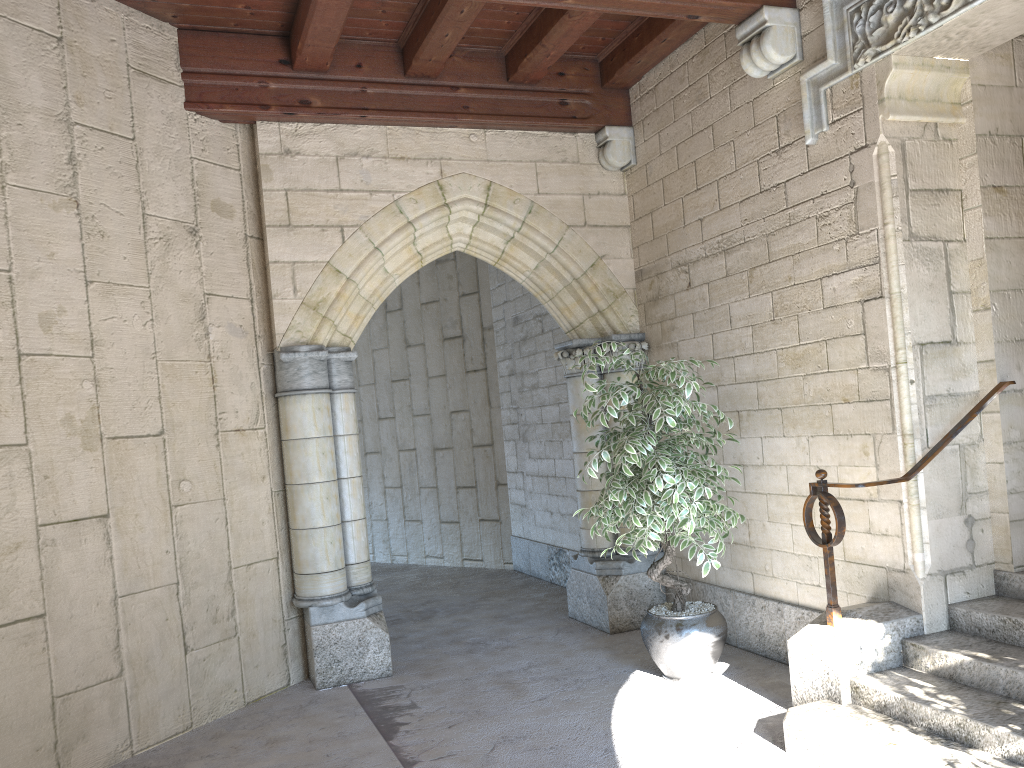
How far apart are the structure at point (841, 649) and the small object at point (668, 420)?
0.36m

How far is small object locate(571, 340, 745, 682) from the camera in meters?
3.8 m

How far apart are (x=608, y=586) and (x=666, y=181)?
2.3 meters

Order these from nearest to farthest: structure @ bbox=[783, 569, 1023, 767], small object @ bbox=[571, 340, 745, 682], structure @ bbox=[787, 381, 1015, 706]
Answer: structure @ bbox=[783, 569, 1023, 767], structure @ bbox=[787, 381, 1015, 706], small object @ bbox=[571, 340, 745, 682]

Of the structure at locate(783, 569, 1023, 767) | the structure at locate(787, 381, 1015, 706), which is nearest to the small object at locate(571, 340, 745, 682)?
the structure at locate(787, 381, 1015, 706)

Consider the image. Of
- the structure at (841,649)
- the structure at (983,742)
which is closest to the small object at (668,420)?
the structure at (841,649)

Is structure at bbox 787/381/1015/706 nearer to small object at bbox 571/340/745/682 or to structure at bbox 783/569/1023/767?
structure at bbox 783/569/1023/767

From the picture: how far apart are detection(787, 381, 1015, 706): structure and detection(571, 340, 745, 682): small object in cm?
36

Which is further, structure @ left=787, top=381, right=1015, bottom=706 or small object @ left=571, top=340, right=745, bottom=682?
small object @ left=571, top=340, right=745, bottom=682

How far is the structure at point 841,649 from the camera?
3.30m
